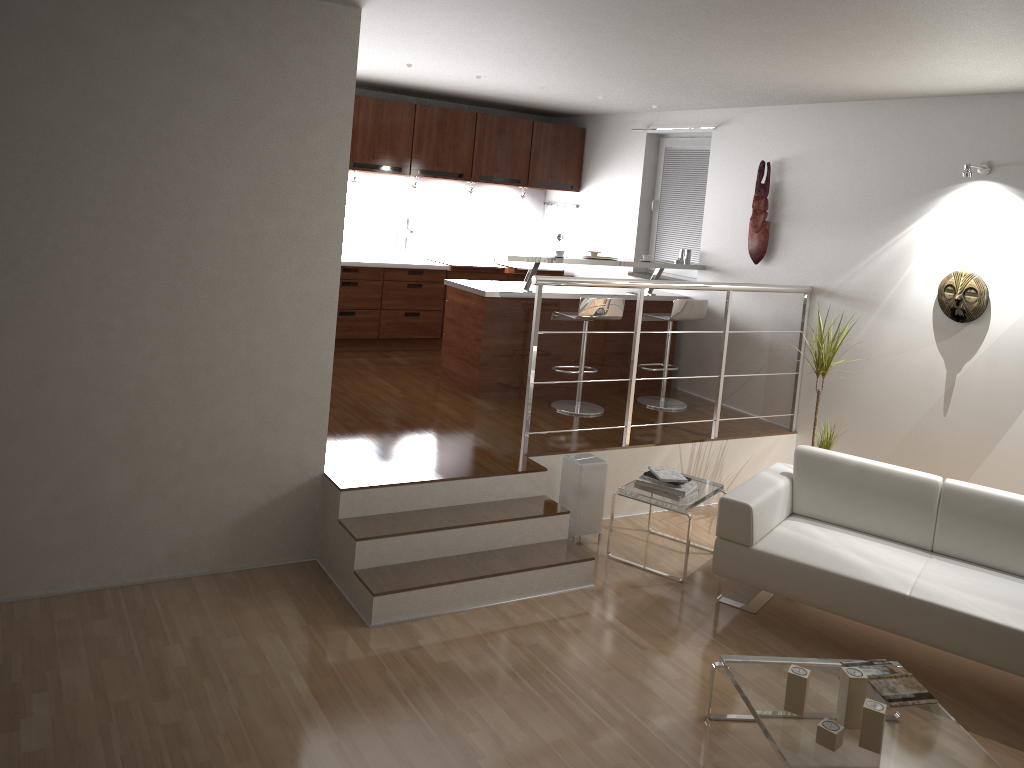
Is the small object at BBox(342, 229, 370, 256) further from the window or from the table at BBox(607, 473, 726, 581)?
the table at BBox(607, 473, 726, 581)

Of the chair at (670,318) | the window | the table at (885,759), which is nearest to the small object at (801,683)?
the table at (885,759)

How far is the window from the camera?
7.3 meters

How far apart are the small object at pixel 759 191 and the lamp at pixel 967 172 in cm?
159

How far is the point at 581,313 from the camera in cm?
607

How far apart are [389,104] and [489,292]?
2.2m

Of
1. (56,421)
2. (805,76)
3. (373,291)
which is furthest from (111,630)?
(805,76)

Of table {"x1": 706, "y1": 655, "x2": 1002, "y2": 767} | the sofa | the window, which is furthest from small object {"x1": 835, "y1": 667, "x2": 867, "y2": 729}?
the window

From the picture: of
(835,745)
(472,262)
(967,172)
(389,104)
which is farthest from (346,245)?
(835,745)

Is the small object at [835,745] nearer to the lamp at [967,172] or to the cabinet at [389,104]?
the lamp at [967,172]
